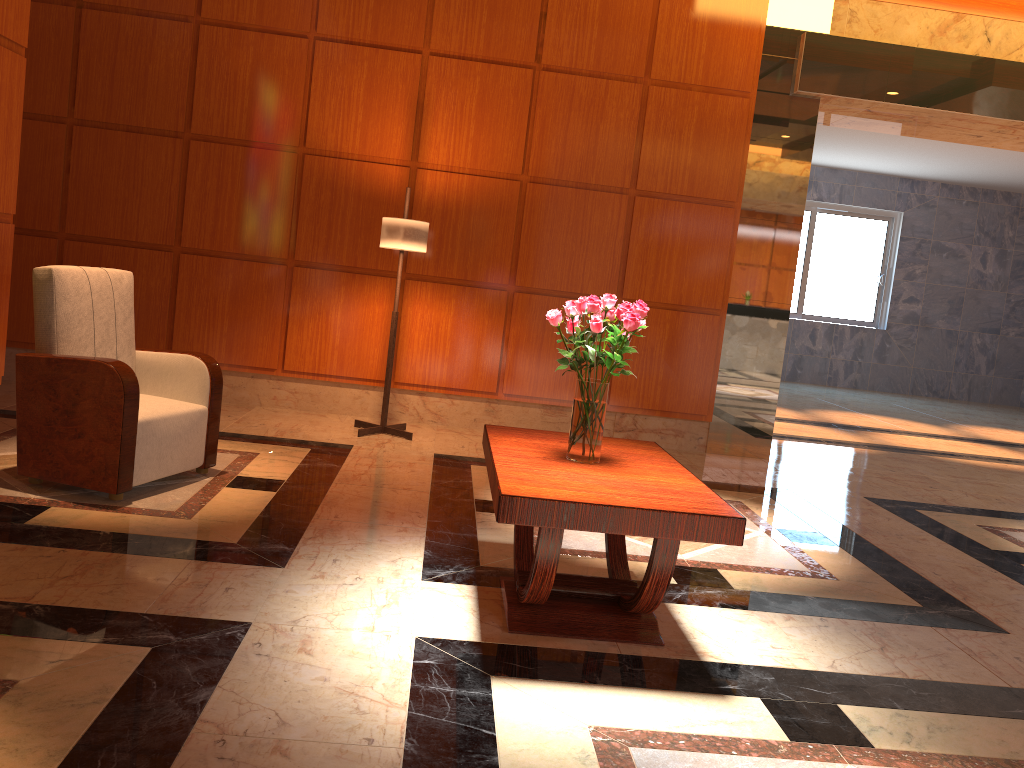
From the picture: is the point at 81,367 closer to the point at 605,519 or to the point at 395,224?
the point at 395,224

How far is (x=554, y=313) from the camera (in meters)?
2.96

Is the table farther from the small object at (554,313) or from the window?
the window

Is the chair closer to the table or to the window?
the table

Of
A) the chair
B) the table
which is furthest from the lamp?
the table

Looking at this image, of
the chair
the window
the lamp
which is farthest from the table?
the window

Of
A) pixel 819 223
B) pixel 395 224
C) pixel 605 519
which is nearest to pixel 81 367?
pixel 395 224

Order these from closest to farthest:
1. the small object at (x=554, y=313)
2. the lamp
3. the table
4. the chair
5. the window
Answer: the table < the small object at (x=554, y=313) < the chair < the lamp < the window

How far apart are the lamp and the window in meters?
9.9

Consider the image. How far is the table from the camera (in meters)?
2.56
